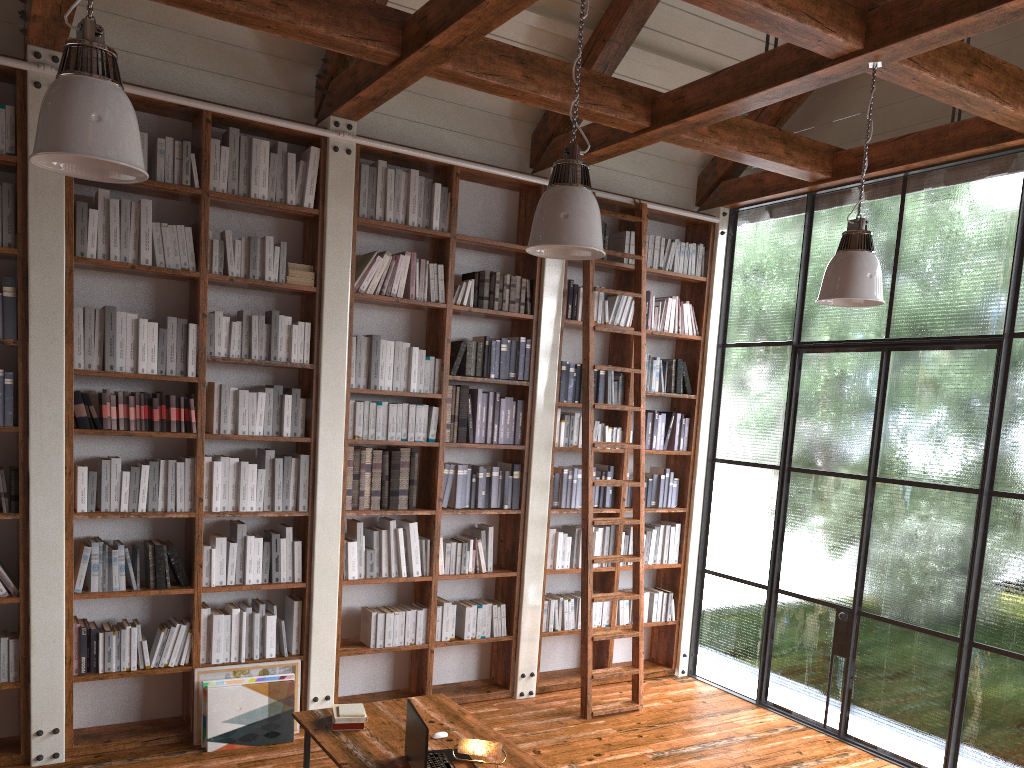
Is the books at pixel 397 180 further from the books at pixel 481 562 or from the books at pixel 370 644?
the books at pixel 370 644

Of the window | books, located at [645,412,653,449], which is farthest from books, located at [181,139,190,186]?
the window

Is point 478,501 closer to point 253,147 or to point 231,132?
point 253,147

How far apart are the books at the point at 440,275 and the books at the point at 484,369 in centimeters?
43cm

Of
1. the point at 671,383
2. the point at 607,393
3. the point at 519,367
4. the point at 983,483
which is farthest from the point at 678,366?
the point at 983,483

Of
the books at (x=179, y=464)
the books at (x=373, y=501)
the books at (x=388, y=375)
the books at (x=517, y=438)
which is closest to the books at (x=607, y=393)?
the books at (x=517, y=438)

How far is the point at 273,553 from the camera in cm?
509

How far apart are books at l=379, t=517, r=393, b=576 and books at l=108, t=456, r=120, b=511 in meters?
1.6

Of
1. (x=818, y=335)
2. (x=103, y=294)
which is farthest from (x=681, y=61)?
(x=103, y=294)

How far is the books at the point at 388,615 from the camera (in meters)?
5.44
